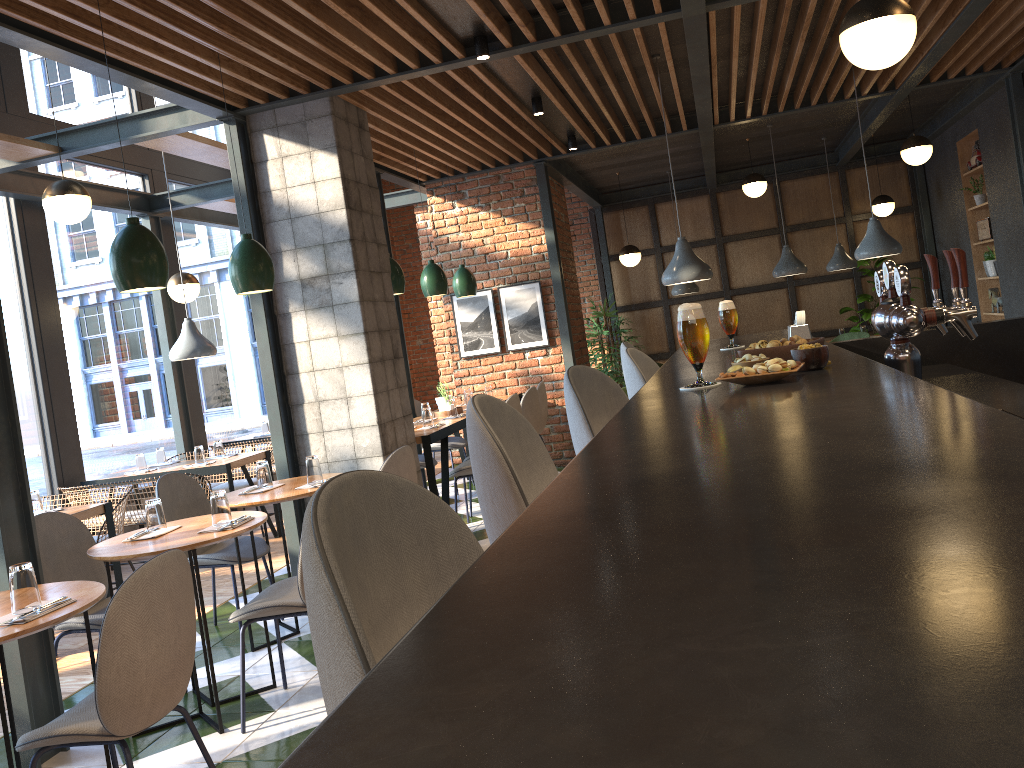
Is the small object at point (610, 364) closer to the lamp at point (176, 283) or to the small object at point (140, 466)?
the lamp at point (176, 283)

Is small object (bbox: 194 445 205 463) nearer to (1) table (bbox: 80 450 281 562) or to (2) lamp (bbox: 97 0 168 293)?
(1) table (bbox: 80 450 281 562)

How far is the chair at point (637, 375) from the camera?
2.9 meters

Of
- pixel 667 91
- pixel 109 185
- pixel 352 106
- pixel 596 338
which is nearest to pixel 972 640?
pixel 352 106

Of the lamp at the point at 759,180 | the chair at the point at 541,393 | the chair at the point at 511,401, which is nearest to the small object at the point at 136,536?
the chair at the point at 511,401

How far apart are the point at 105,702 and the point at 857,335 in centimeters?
871cm

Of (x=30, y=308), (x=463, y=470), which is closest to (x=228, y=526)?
(x=463, y=470)

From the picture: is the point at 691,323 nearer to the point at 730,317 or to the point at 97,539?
the point at 730,317

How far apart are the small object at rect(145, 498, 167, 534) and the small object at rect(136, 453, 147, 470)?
3.5 meters

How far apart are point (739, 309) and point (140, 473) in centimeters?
810cm
